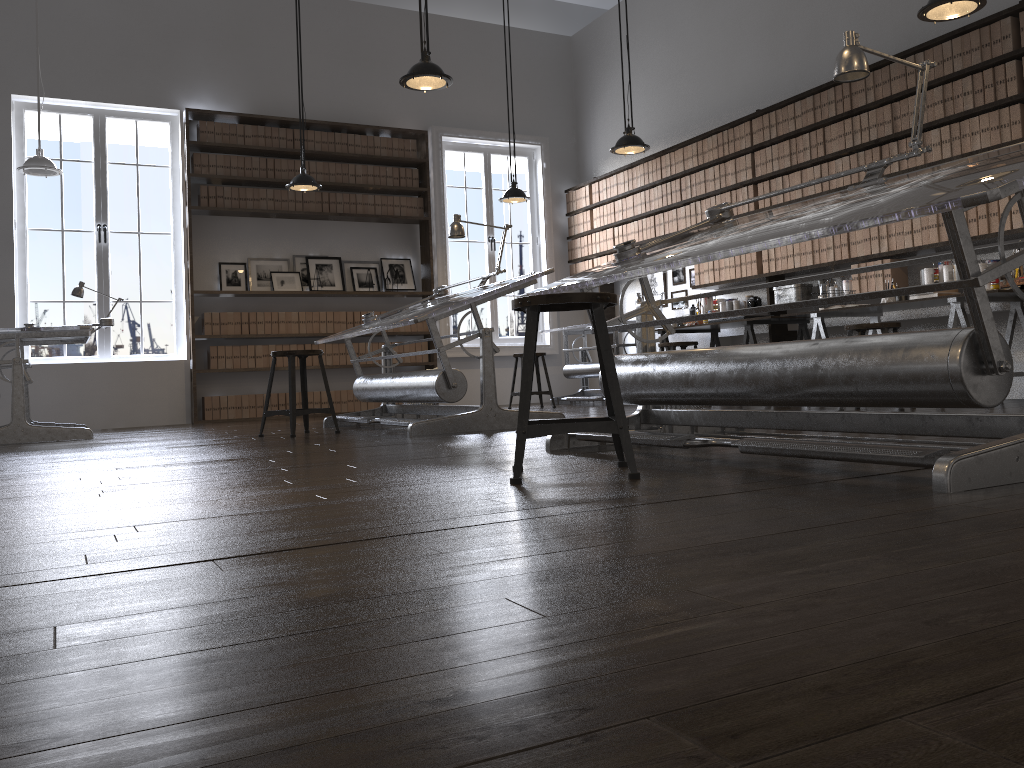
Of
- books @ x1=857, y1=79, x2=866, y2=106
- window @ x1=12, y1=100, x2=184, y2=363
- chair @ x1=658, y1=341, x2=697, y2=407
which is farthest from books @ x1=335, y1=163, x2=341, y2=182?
books @ x1=857, y1=79, x2=866, y2=106

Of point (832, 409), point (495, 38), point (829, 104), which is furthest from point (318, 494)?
point (495, 38)

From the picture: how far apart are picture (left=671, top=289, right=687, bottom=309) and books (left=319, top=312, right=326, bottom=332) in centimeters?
355cm

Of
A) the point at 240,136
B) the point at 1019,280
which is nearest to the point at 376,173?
the point at 240,136

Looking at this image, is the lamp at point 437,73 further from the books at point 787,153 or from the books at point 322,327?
the books at point 322,327

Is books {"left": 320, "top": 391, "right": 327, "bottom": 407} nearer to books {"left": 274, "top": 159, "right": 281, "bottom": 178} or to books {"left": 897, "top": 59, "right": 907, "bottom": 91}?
books {"left": 274, "top": 159, "right": 281, "bottom": 178}

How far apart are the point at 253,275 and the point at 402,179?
1.87m

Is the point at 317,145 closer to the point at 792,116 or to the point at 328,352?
the point at 328,352

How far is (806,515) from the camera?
1.71m

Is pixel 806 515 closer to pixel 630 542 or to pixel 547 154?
pixel 630 542
